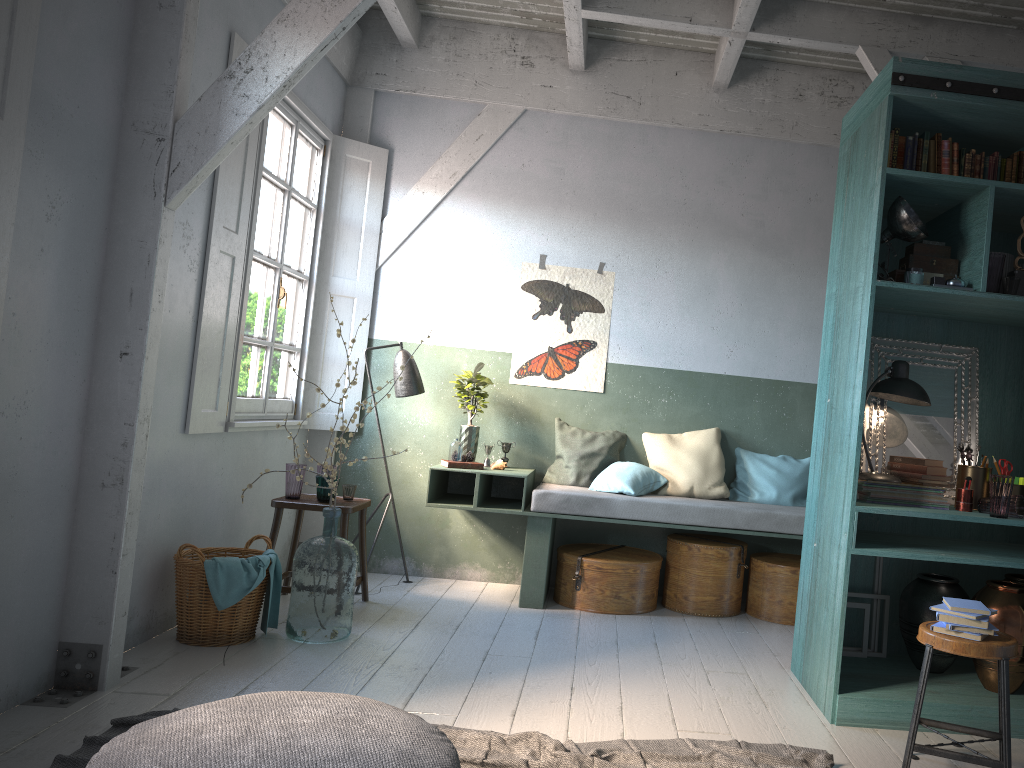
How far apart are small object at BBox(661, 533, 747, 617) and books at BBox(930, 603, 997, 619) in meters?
2.8

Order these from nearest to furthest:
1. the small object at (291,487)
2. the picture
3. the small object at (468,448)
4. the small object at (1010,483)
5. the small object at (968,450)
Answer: the small object at (1010,483) → the small object at (968,450) → the small object at (291,487) → the small object at (468,448) → the picture

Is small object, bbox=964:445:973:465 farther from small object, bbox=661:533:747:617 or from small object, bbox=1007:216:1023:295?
small object, bbox=661:533:747:617

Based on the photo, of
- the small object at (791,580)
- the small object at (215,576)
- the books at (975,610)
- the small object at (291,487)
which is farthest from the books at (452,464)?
the books at (975,610)

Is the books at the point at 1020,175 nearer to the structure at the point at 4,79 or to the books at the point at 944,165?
the books at the point at 944,165

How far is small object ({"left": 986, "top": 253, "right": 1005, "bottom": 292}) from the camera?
4.21m

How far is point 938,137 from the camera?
4.4 meters

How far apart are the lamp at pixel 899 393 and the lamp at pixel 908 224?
0.5m

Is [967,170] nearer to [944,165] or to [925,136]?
[944,165]

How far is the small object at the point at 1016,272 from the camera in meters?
4.3 m
